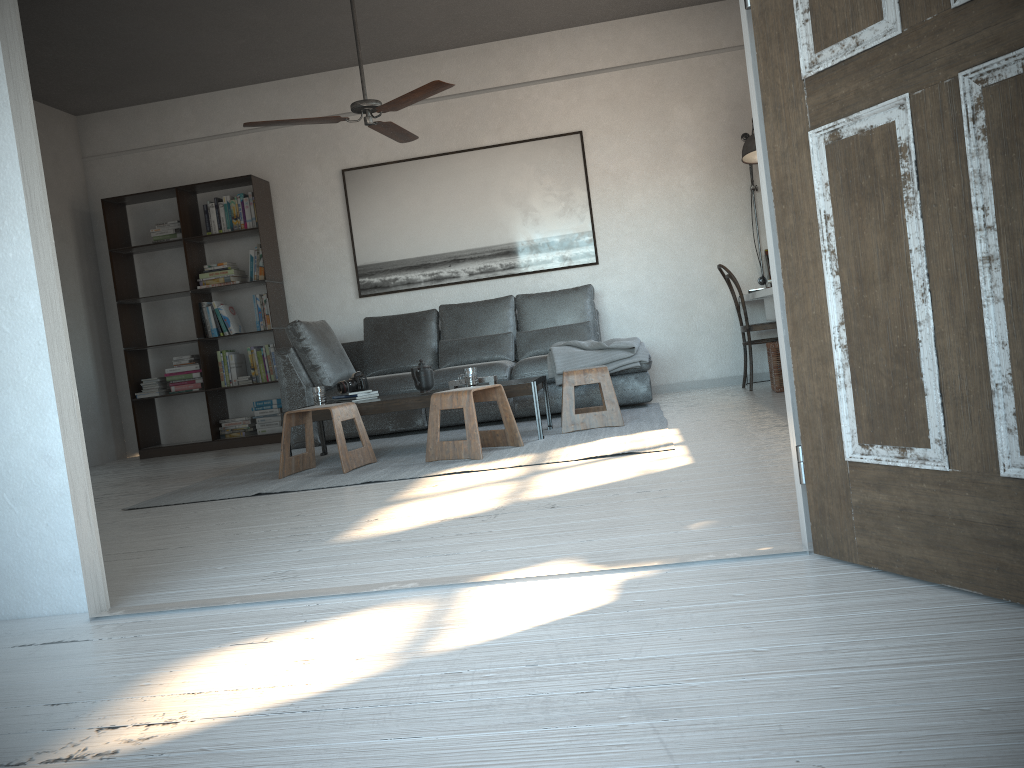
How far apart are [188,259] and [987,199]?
6.5 meters

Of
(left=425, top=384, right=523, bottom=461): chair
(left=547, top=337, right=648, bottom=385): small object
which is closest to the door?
(left=425, top=384, right=523, bottom=461): chair

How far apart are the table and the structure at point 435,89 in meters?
1.5

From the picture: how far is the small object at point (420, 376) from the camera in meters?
5.1

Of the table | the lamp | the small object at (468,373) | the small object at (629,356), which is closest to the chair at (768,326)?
the lamp

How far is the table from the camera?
4.8m

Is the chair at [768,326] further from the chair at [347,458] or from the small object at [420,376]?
the chair at [347,458]

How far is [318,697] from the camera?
1.5 meters

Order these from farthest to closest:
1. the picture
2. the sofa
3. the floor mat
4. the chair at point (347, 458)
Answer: the picture < the sofa < the chair at point (347, 458) < the floor mat

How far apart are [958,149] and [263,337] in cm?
652
